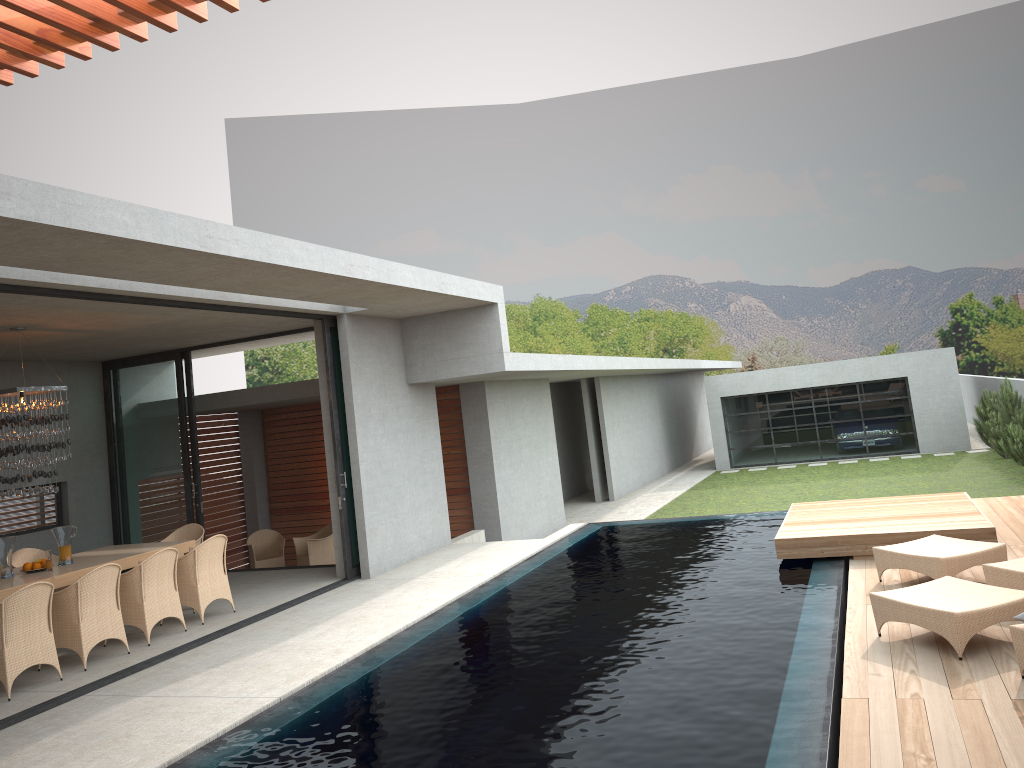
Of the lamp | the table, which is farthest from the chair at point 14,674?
the lamp

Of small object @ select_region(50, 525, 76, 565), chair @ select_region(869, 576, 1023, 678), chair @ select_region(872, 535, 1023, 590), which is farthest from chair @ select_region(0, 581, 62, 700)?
small object @ select_region(50, 525, 76, 565)

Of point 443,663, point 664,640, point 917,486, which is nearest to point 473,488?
point 443,663

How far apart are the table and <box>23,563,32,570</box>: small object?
0.1 meters

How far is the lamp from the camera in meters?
8.8

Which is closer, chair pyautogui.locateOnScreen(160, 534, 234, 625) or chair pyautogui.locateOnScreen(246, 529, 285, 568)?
chair pyautogui.locateOnScreen(160, 534, 234, 625)

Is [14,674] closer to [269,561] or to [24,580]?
[24,580]

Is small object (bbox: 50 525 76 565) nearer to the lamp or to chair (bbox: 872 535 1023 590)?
the lamp

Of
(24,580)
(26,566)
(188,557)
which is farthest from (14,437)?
(188,557)

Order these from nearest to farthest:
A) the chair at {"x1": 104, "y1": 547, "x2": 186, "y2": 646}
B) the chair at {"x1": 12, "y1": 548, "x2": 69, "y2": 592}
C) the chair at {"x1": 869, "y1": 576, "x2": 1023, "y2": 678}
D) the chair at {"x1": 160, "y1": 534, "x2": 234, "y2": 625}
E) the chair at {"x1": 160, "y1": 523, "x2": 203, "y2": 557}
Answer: the chair at {"x1": 869, "y1": 576, "x2": 1023, "y2": 678} < the chair at {"x1": 104, "y1": 547, "x2": 186, "y2": 646} < the chair at {"x1": 160, "y1": 534, "x2": 234, "y2": 625} < the chair at {"x1": 12, "y1": 548, "x2": 69, "y2": 592} < the chair at {"x1": 160, "y1": 523, "x2": 203, "y2": 557}
